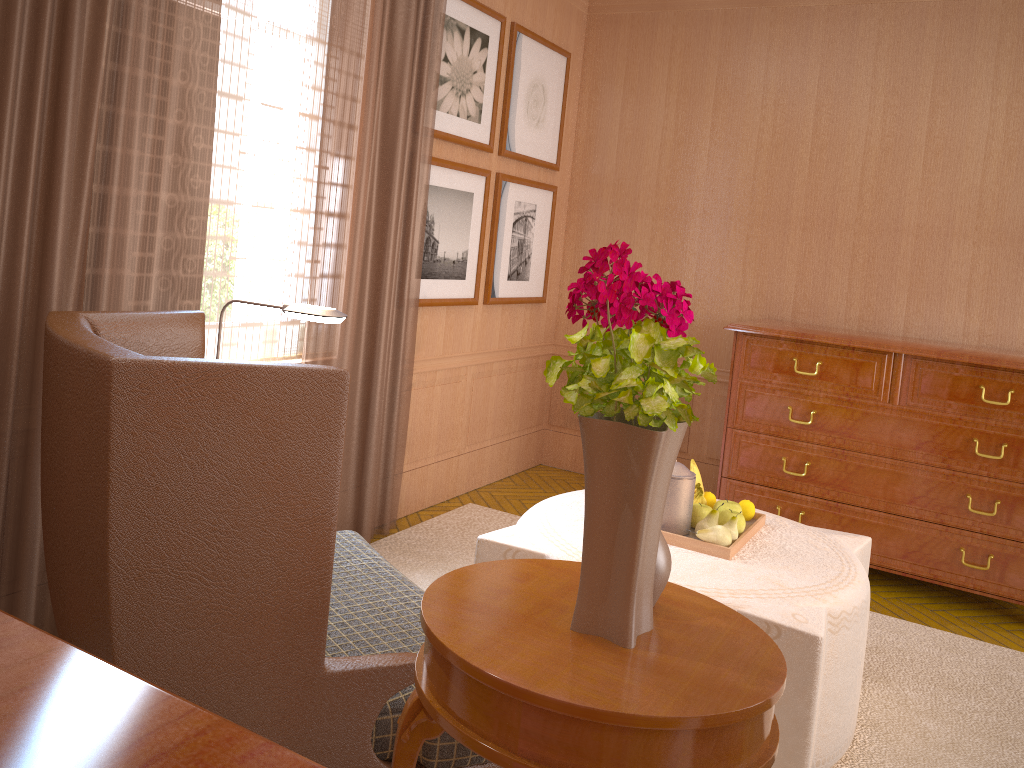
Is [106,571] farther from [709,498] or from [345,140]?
[345,140]

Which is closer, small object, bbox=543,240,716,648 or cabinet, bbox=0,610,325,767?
cabinet, bbox=0,610,325,767

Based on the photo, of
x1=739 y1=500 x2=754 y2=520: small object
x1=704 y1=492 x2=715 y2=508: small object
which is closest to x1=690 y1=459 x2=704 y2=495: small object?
x1=704 y1=492 x2=715 y2=508: small object

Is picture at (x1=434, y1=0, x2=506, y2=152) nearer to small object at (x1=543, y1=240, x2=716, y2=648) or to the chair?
the chair

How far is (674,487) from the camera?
4.9m

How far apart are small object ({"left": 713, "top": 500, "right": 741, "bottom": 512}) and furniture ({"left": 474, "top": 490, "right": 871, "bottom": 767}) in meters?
0.2 m

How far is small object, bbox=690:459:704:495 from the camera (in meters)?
5.45

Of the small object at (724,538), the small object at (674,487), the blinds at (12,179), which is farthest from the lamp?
the small object at (724,538)

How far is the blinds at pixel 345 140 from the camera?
6.0m

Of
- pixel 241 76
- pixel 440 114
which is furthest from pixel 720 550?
pixel 440 114
